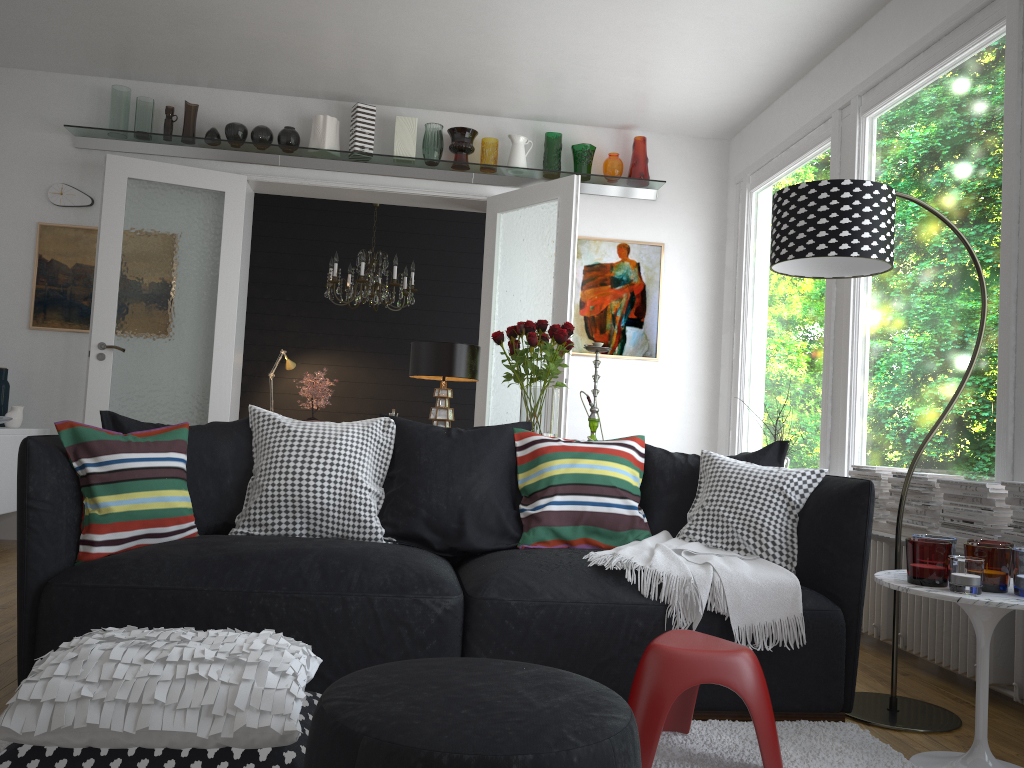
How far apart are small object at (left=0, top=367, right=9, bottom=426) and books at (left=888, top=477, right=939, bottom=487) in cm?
510

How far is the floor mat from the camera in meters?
2.3

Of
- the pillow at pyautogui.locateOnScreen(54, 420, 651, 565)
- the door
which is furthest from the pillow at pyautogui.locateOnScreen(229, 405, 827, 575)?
the door

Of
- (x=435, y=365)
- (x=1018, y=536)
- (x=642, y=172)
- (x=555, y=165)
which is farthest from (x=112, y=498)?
Answer: (x=642, y=172)

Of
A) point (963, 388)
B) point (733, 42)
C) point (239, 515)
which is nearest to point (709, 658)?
point (963, 388)

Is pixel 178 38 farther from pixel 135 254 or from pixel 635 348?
pixel 635 348

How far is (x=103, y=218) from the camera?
5.6 meters

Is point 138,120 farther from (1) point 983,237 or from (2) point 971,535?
(2) point 971,535

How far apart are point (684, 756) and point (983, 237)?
2.47m

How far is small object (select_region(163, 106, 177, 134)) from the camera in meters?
5.8
